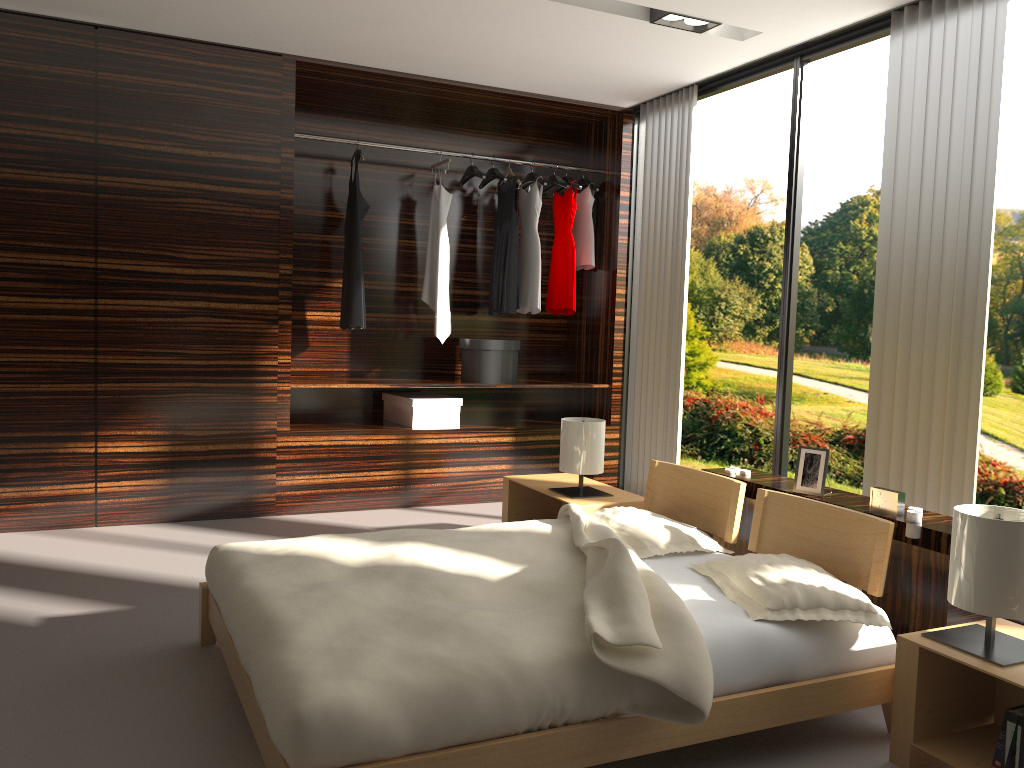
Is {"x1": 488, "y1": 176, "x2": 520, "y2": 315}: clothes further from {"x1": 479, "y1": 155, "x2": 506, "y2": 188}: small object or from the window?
the window

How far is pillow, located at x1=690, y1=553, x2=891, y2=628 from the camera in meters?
2.3 m

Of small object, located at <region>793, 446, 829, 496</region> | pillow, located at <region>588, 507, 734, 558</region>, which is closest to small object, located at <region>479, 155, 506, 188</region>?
pillow, located at <region>588, 507, 734, 558</region>

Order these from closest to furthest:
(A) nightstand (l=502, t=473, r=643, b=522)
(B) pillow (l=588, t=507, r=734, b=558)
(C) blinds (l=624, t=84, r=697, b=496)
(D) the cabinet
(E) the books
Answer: (E) the books
(D) the cabinet
(B) pillow (l=588, t=507, r=734, b=558)
(A) nightstand (l=502, t=473, r=643, b=522)
(C) blinds (l=624, t=84, r=697, b=496)

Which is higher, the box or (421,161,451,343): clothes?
(421,161,451,343): clothes

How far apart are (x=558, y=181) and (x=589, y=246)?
0.4m

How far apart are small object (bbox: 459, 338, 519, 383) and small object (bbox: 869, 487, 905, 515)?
2.74m

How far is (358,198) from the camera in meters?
5.0

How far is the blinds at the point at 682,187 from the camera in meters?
4.9

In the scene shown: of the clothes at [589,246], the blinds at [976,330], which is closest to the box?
the clothes at [589,246]
